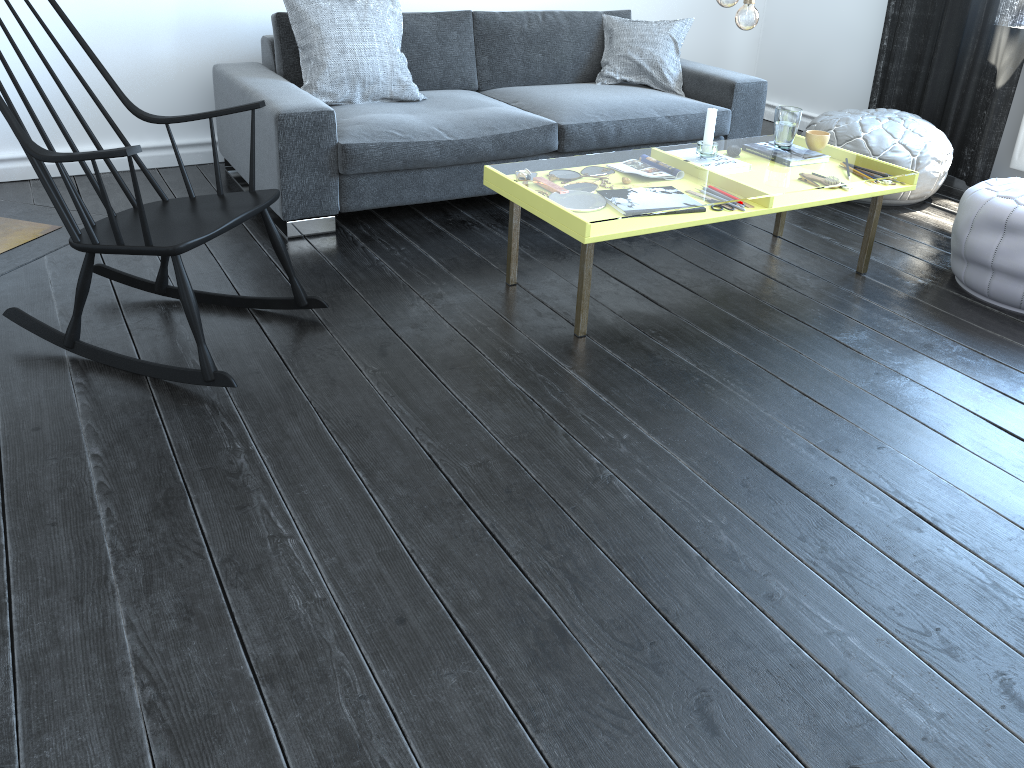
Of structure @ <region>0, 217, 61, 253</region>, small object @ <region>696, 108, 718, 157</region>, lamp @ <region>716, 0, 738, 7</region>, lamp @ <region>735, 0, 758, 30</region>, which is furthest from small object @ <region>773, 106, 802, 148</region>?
structure @ <region>0, 217, 61, 253</region>

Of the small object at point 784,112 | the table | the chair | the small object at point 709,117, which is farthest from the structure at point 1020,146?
the chair

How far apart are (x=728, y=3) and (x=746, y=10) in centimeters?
10cm

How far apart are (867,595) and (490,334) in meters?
1.3 m

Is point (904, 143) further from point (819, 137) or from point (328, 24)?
point (328, 24)

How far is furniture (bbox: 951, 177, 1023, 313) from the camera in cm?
290

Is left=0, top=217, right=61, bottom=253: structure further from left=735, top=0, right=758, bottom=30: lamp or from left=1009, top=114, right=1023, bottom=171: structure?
left=1009, top=114, right=1023, bottom=171: structure

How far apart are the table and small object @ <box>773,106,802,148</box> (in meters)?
0.32

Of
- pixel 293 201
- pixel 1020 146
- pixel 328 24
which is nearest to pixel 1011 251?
pixel 1020 146

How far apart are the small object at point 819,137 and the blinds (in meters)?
1.44
